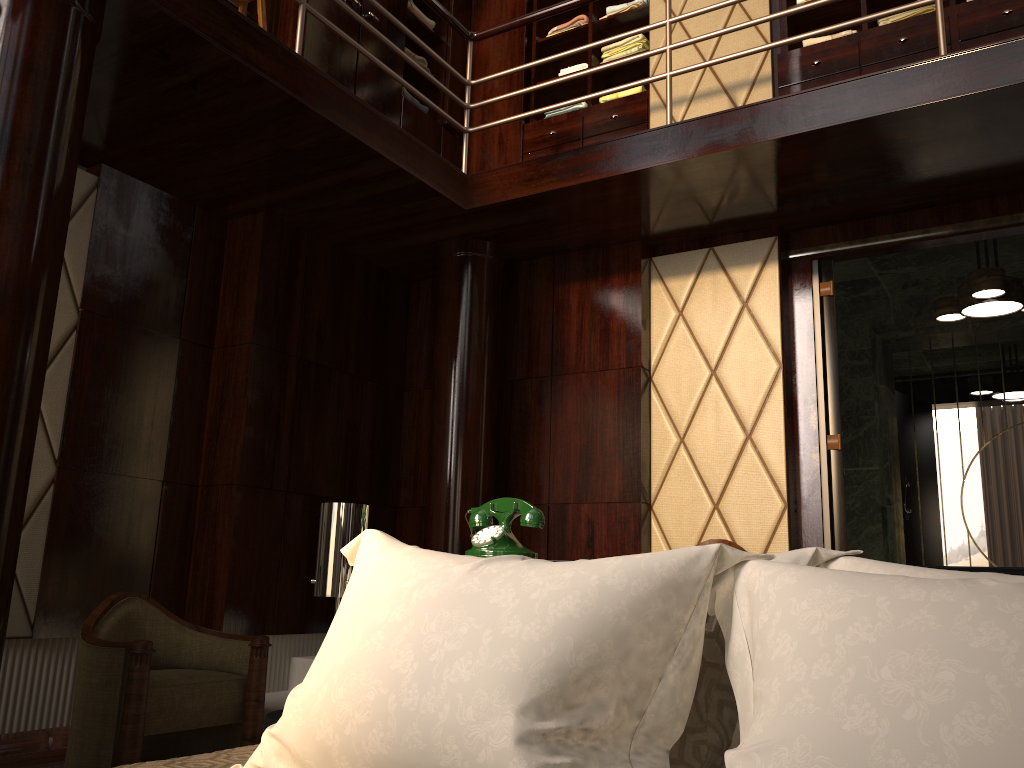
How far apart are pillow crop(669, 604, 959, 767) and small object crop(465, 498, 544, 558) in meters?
0.7 m

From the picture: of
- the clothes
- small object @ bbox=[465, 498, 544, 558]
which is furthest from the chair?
the clothes

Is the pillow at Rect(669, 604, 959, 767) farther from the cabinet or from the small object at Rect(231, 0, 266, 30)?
the cabinet

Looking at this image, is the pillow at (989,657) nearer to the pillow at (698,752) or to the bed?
the pillow at (698,752)

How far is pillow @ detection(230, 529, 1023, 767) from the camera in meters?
0.6

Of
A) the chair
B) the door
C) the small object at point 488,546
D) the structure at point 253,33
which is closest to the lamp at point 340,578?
the small object at point 488,546

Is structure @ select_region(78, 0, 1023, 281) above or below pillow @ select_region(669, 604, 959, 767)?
above

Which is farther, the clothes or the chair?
the clothes

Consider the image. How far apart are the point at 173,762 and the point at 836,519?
3.1m

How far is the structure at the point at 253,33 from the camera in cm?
288
